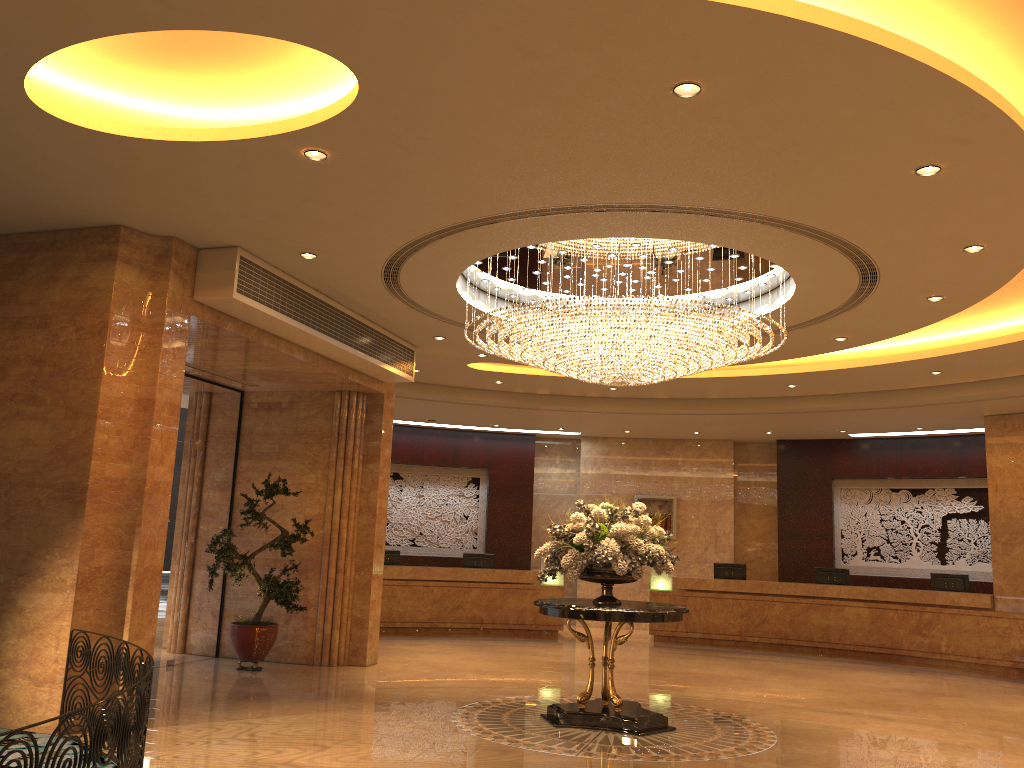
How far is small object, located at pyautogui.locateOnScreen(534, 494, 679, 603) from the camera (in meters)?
8.11

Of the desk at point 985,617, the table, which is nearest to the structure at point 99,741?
the table

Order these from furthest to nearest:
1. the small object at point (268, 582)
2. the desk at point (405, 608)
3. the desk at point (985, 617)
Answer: the desk at point (405, 608), the desk at point (985, 617), the small object at point (268, 582)

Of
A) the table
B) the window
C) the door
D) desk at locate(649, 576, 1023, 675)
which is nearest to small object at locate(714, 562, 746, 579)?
desk at locate(649, 576, 1023, 675)

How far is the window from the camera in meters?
11.1

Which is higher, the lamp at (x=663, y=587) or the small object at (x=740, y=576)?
the small object at (x=740, y=576)

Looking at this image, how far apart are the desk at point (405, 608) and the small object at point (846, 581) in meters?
4.6 m

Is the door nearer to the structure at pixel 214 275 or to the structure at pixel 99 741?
the structure at pixel 214 275

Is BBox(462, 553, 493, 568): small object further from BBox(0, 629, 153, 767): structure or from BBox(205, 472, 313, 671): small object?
BBox(0, 629, 153, 767): structure

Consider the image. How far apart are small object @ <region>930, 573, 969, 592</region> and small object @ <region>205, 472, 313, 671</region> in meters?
10.5 m
